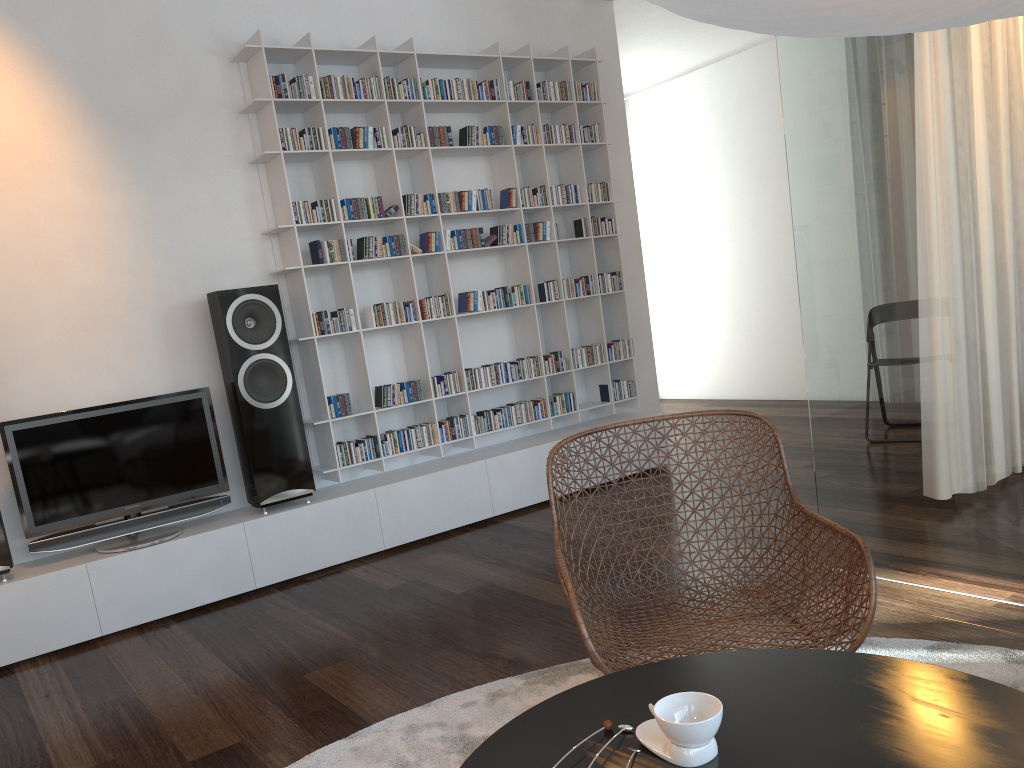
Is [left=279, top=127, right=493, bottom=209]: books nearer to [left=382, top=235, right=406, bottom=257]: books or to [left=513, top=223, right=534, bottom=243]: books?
[left=382, top=235, right=406, bottom=257]: books

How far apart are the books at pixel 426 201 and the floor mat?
2.6 meters

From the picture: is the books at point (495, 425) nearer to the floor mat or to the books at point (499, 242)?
A: the books at point (499, 242)

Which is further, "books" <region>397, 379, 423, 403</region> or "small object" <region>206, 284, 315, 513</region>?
"books" <region>397, 379, 423, 403</region>

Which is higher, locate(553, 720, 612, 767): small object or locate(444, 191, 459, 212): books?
locate(444, 191, 459, 212): books

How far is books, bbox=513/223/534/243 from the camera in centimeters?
485cm

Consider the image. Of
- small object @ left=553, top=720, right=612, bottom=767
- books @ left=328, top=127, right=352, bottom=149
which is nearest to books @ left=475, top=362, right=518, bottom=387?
books @ left=328, top=127, right=352, bottom=149

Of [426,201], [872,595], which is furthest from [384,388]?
[872,595]

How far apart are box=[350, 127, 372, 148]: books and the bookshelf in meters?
0.0 m

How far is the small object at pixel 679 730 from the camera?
1.1 meters
